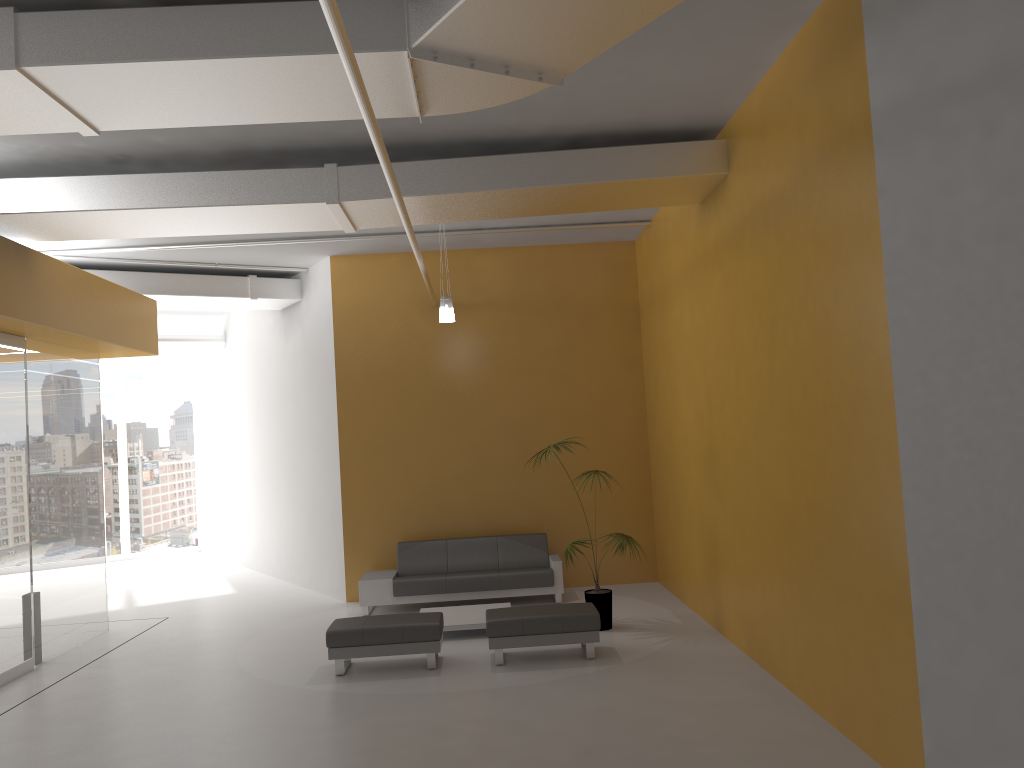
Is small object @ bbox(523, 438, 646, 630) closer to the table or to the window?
the table

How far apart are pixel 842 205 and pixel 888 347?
1.0 meters

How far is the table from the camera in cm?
891

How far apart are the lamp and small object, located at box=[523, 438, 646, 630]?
1.77m

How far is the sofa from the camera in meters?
10.4 m

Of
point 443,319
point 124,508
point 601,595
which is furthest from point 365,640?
point 124,508

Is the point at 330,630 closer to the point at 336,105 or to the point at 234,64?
the point at 336,105

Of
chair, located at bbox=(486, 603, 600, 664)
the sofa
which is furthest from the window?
chair, located at bbox=(486, 603, 600, 664)

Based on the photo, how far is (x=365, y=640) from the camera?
7.76m

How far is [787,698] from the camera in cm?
643
